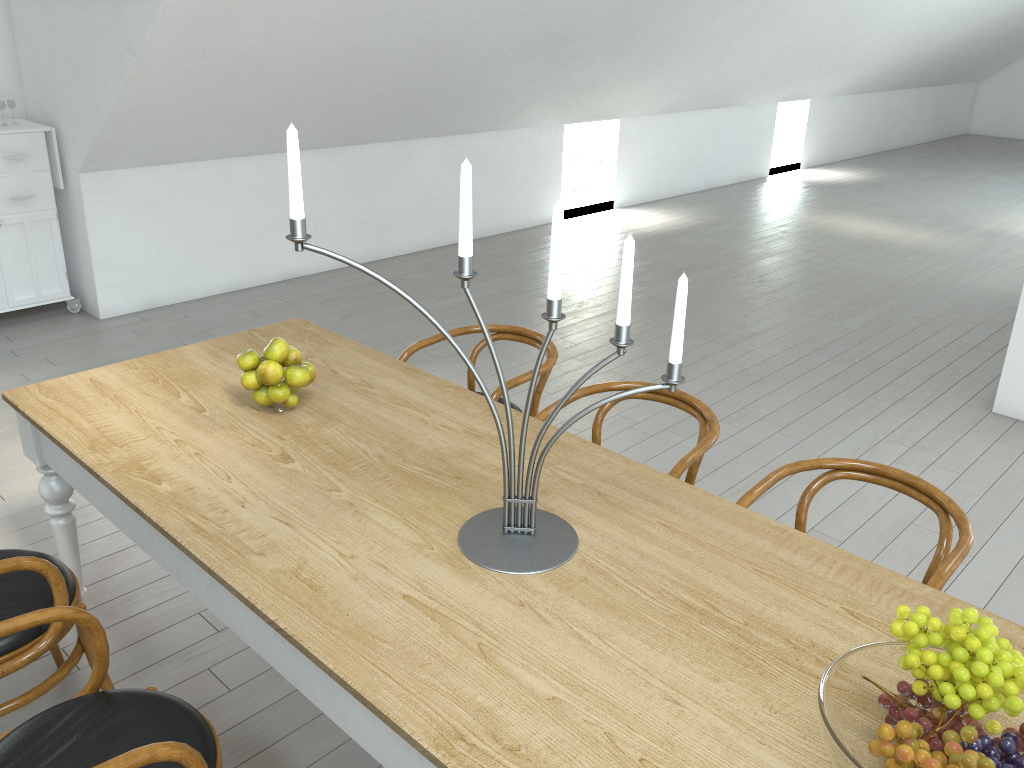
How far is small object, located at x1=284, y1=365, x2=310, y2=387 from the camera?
2.4m

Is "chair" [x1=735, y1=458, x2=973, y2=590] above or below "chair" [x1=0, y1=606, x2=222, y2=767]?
above

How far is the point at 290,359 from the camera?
2.5 meters

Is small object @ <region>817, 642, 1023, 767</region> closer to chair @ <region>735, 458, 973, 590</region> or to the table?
the table

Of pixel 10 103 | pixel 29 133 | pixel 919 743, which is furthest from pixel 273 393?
pixel 10 103

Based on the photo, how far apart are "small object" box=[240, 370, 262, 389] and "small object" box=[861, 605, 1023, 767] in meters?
1.7 m

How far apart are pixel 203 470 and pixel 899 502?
2.9 meters

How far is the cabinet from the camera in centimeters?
511cm

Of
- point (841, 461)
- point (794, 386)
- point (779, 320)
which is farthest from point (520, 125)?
point (841, 461)

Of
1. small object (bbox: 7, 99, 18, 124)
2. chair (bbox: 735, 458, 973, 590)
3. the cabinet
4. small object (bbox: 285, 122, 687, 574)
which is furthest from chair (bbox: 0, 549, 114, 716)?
small object (bbox: 7, 99, 18, 124)
